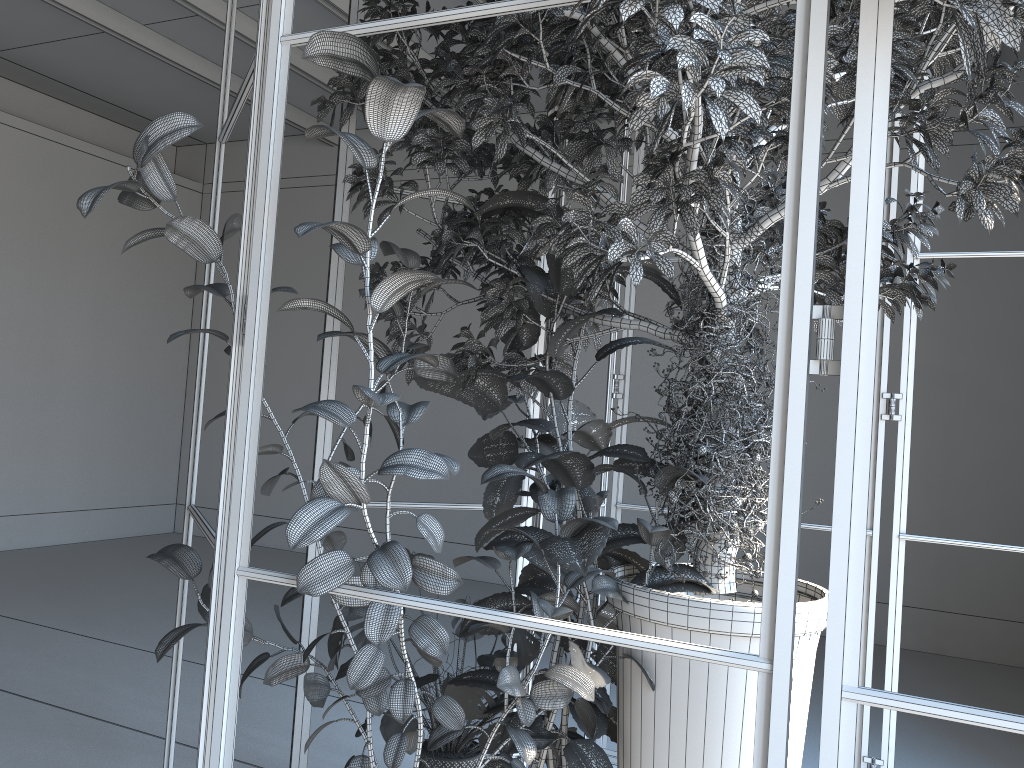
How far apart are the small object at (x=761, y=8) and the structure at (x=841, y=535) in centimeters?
5cm

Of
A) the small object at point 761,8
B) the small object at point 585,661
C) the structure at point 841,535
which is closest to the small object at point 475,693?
the small object at point 585,661

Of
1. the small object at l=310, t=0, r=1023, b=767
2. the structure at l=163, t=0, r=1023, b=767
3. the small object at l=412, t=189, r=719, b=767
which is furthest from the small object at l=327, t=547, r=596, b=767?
the small object at l=310, t=0, r=1023, b=767

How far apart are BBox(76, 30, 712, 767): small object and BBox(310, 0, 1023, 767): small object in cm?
2

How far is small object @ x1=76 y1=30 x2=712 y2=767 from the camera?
1.6 meters

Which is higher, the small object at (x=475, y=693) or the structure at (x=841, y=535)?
the structure at (x=841, y=535)

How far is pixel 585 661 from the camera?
2.1m

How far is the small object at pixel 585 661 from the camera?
2.1m

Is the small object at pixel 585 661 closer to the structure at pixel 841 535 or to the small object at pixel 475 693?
the small object at pixel 475 693

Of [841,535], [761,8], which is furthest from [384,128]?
[841,535]
